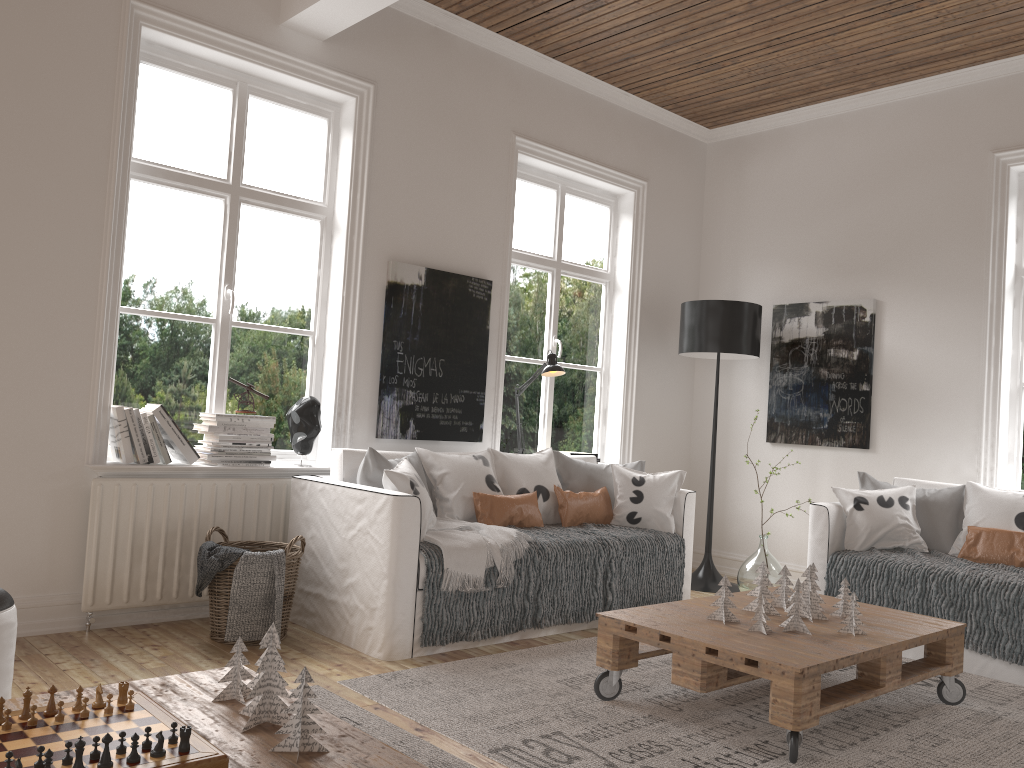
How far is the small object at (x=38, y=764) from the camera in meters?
1.4 m

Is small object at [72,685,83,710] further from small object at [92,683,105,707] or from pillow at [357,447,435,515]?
pillow at [357,447,435,515]

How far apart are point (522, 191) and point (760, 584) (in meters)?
3.05

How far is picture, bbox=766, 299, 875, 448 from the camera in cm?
537

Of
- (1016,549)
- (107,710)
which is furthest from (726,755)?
(1016,549)

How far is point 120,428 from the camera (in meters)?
3.65

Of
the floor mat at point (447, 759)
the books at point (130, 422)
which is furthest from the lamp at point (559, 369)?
the floor mat at point (447, 759)

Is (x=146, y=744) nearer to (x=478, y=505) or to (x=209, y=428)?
(x=209, y=428)

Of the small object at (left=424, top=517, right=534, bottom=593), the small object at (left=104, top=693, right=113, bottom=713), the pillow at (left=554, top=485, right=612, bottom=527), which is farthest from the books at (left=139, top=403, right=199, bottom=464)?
the small object at (left=104, top=693, right=113, bottom=713)

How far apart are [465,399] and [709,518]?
1.80m
